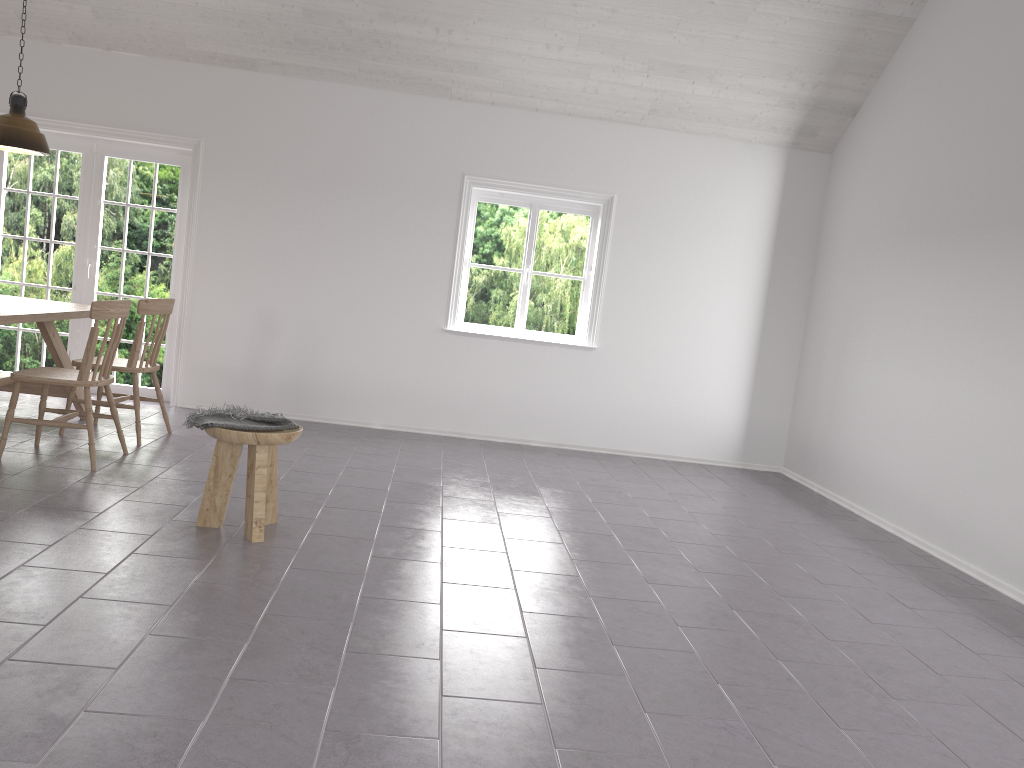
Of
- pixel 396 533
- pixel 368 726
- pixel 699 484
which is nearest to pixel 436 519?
pixel 396 533

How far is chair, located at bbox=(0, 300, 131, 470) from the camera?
4.6m

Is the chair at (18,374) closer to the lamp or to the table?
the table

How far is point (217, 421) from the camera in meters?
3.8 m

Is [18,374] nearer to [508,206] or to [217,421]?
[217,421]

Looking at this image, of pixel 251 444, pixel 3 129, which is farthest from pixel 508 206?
pixel 251 444

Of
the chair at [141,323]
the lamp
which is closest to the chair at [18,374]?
the chair at [141,323]

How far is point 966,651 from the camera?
3.5 meters

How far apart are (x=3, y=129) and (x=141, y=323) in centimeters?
147cm

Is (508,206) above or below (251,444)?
above
